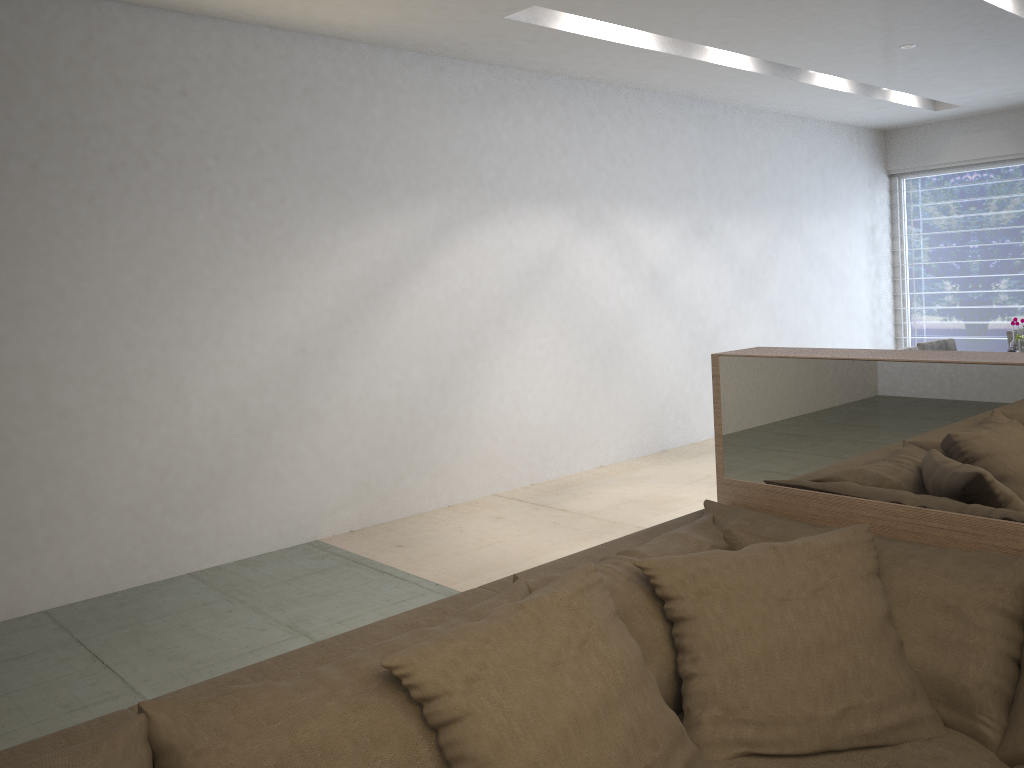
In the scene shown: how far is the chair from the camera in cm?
508

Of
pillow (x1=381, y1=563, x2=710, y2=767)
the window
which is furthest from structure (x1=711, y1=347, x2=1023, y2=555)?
the window

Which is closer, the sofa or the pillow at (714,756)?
the sofa

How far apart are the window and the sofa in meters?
6.9 m

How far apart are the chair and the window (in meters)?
3.17

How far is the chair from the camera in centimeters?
508cm

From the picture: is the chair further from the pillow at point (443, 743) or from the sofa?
the pillow at point (443, 743)

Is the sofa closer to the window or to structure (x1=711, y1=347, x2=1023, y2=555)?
structure (x1=711, y1=347, x2=1023, y2=555)

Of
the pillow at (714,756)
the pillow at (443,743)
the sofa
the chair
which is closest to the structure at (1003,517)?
the sofa

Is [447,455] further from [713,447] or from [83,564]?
[713,447]
